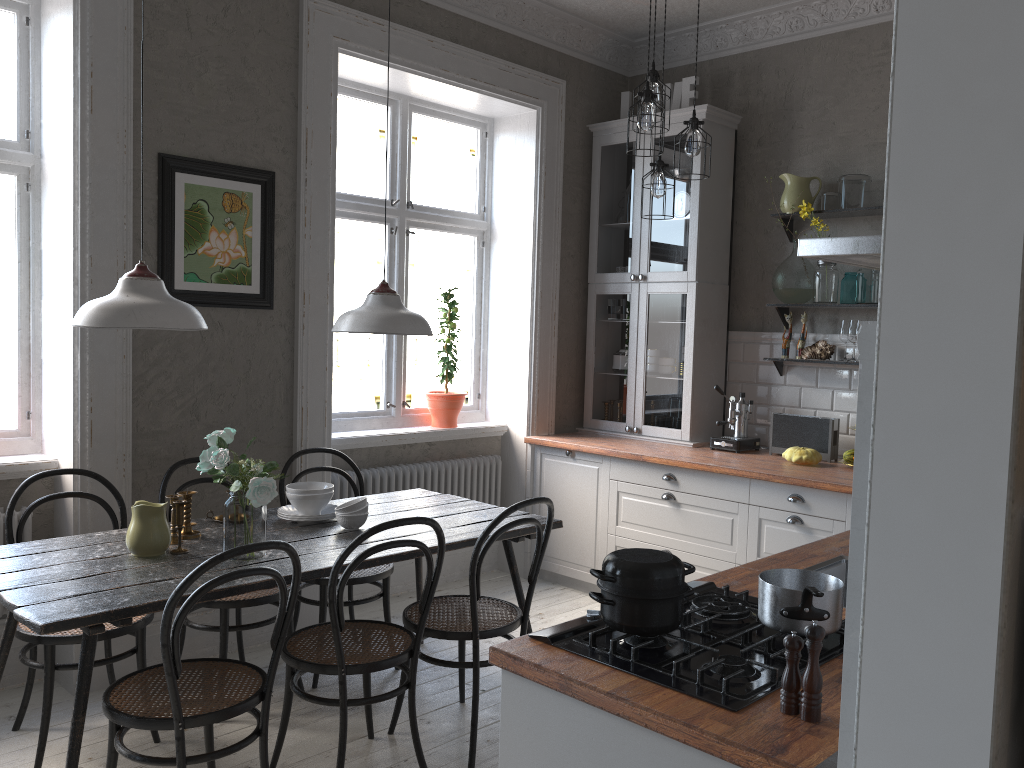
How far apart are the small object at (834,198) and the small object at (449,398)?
2.09m

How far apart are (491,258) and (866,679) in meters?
4.5

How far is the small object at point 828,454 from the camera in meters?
4.5 m

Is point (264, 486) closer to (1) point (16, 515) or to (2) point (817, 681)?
(1) point (16, 515)

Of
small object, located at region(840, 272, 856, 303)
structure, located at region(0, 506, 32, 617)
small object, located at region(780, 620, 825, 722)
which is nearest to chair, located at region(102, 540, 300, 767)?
structure, located at region(0, 506, 32, 617)

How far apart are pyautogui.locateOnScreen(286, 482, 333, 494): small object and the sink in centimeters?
182cm

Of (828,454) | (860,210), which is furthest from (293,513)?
(860,210)

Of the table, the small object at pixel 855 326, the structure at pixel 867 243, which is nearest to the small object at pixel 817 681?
the structure at pixel 867 243

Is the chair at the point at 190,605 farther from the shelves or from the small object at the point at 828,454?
the shelves

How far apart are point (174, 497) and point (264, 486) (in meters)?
0.45
